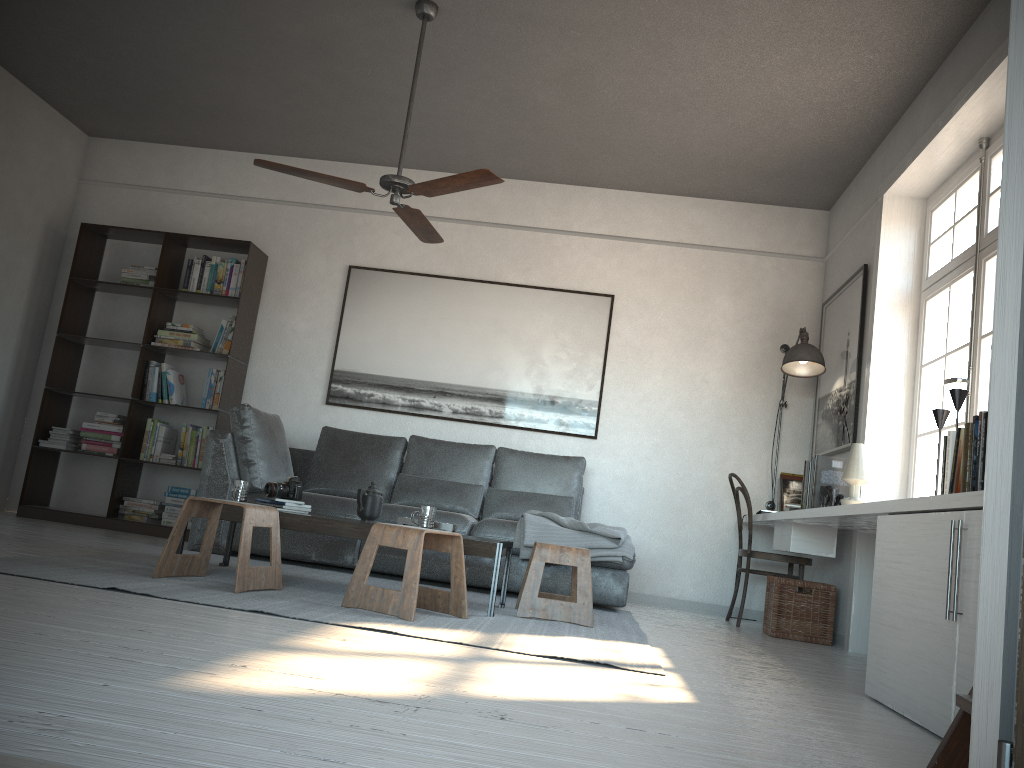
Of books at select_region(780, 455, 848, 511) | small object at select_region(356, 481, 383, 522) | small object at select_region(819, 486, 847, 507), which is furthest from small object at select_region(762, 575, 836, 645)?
small object at select_region(356, 481, 383, 522)

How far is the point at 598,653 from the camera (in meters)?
3.09

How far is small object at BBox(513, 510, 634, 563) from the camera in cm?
486

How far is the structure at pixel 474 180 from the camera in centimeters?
394cm

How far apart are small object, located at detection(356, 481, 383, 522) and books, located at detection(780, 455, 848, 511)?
2.27m

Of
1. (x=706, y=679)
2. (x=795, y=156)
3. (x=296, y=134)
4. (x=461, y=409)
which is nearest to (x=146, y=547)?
(x=461, y=409)

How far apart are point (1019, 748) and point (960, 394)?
2.5m

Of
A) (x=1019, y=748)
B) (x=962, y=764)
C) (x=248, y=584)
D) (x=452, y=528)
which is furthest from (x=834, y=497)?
(x=1019, y=748)

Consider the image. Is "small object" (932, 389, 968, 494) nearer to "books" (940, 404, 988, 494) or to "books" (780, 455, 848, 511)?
"books" (940, 404, 988, 494)

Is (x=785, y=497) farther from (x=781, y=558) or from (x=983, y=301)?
(x=983, y=301)
